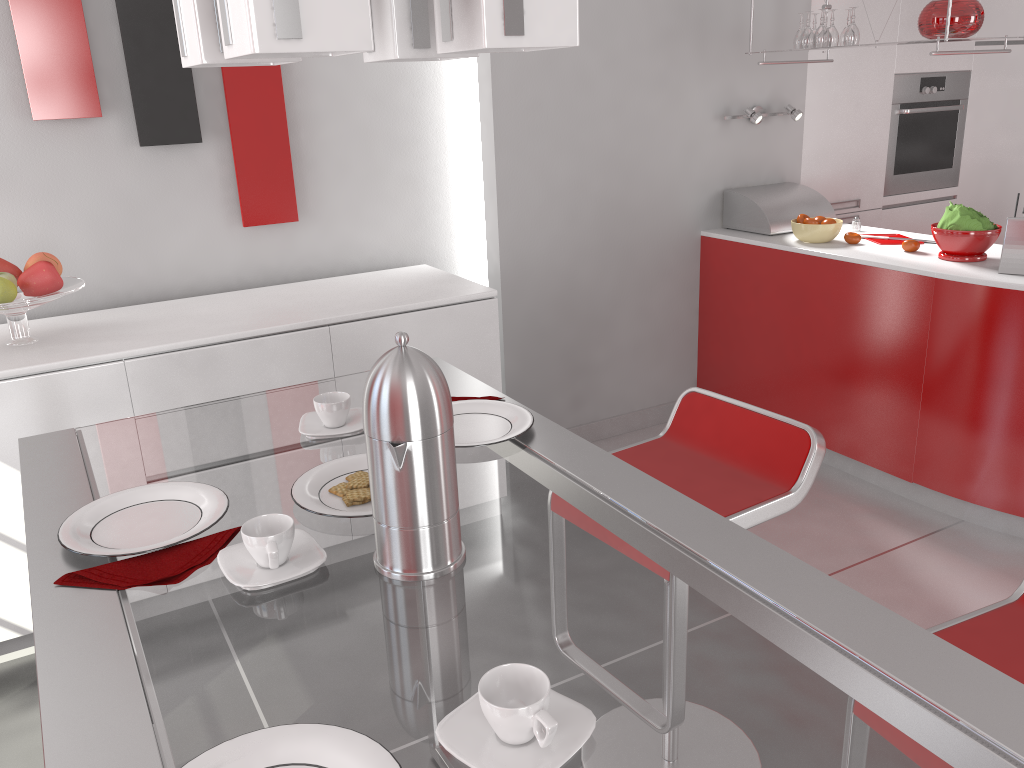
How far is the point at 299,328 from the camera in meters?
2.7 m

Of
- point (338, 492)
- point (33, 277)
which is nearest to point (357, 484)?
point (338, 492)

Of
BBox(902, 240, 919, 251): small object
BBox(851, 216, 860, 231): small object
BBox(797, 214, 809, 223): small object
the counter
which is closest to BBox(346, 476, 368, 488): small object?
the counter

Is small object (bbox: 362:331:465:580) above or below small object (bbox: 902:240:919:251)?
above

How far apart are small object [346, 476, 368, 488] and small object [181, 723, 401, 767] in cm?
50

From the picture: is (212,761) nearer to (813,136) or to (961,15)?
(961,15)

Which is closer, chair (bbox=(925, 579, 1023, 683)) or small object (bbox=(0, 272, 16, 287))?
chair (bbox=(925, 579, 1023, 683))

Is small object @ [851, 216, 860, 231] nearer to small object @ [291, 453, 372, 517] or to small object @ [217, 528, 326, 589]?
small object @ [291, 453, 372, 517]

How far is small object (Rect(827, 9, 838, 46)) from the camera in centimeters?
347cm

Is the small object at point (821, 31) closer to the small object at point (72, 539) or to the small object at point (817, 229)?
the small object at point (817, 229)
